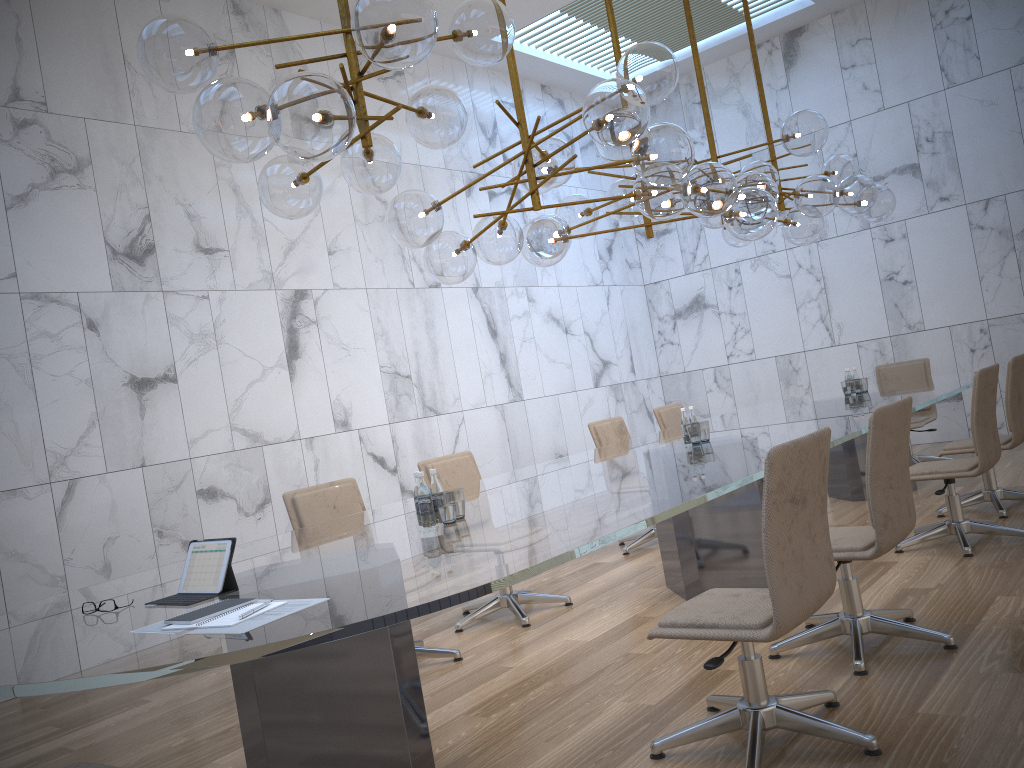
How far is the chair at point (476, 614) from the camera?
5.18m

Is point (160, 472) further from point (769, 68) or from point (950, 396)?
point (769, 68)

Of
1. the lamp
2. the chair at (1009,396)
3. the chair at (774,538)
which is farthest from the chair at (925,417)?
the chair at (774,538)

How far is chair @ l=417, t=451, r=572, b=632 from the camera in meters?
5.2 m

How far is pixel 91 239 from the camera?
6.18m

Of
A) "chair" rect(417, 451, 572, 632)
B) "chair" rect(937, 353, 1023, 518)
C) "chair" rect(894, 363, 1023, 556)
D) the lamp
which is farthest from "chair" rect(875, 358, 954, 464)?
"chair" rect(417, 451, 572, 632)

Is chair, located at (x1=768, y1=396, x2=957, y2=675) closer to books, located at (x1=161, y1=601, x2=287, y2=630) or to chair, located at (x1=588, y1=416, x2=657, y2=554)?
books, located at (x1=161, y1=601, x2=287, y2=630)

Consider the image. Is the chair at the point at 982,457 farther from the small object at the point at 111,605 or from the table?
the small object at the point at 111,605

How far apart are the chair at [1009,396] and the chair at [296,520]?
3.49m

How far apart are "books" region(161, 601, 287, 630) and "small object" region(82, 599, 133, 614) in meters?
0.6
